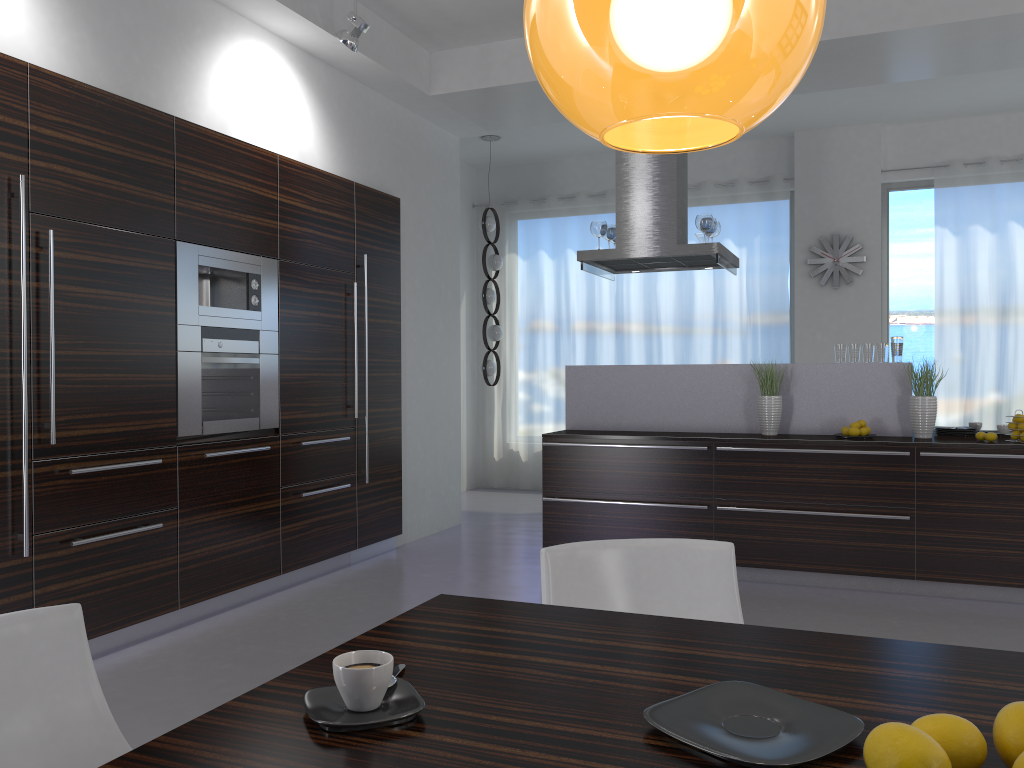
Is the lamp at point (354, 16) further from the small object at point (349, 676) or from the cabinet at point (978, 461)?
the small object at point (349, 676)

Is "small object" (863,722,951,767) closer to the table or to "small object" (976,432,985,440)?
the table

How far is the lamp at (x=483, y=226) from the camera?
8.3 meters

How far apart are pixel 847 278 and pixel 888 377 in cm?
298

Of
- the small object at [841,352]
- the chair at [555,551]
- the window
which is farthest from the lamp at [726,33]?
the window

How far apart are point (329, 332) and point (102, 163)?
1.86m

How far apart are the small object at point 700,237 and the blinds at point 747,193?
2.2m

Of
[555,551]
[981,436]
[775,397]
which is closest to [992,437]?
[981,436]

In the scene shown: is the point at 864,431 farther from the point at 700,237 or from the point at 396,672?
the point at 396,672

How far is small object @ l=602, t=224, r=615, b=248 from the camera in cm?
638
